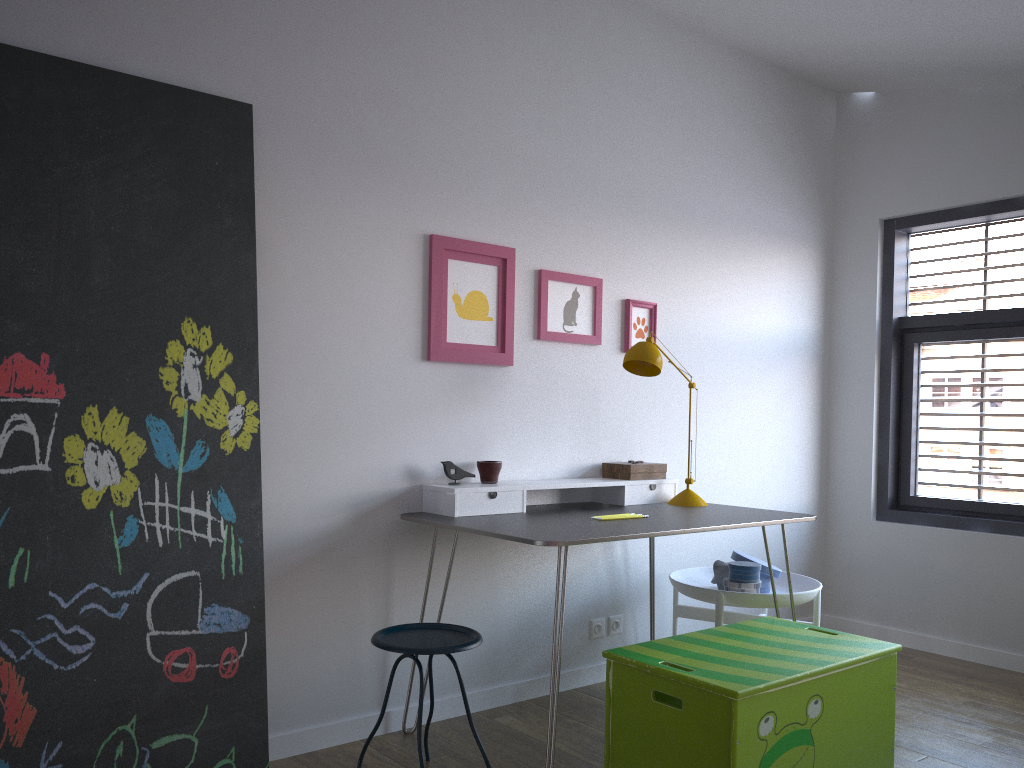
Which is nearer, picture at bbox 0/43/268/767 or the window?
picture at bbox 0/43/268/767

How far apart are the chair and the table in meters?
0.2

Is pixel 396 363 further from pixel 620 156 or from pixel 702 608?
pixel 702 608

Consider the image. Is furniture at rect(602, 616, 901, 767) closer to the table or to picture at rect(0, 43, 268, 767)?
the table

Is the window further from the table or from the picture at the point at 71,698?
the picture at the point at 71,698

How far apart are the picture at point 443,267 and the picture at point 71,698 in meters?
0.7 m

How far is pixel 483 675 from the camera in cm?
325

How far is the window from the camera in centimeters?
415cm

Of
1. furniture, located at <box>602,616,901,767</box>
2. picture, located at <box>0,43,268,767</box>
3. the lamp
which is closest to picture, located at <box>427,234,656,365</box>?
the lamp

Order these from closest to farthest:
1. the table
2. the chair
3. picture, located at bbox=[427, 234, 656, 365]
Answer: the chair
the table
picture, located at bbox=[427, 234, 656, 365]
